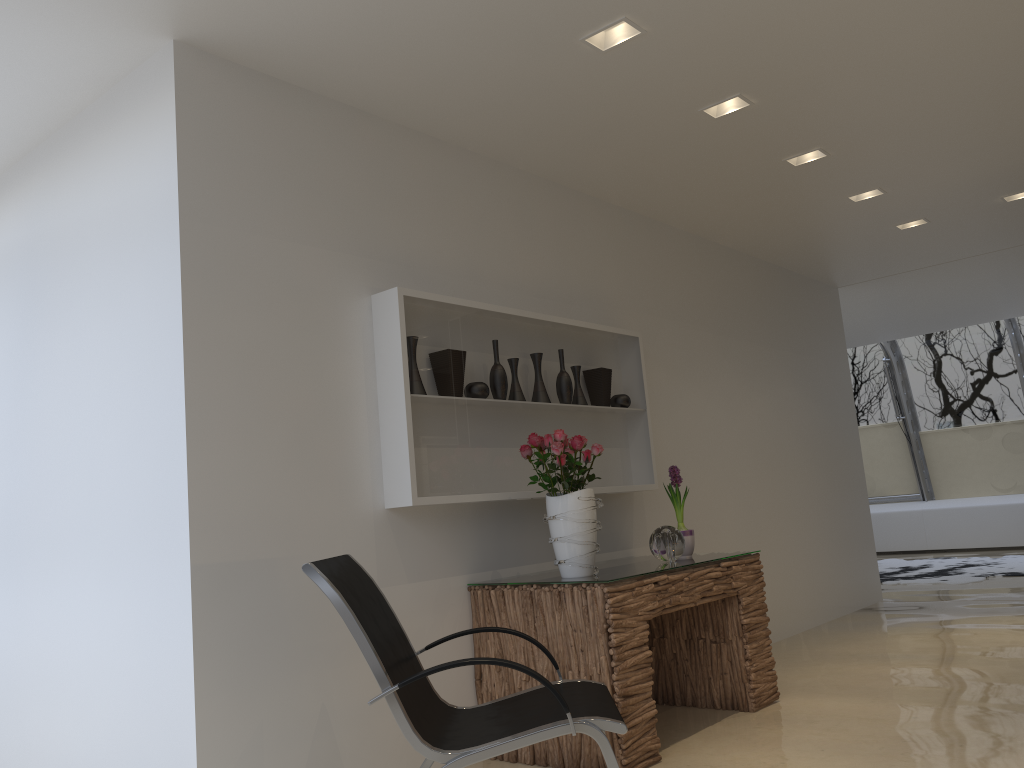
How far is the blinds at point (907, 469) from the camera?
13.1m

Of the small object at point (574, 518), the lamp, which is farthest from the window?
the small object at point (574, 518)

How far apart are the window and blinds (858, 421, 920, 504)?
0.1 meters

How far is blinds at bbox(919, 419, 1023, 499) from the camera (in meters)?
12.26

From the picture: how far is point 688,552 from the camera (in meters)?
4.51

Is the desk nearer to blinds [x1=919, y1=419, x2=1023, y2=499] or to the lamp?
the lamp

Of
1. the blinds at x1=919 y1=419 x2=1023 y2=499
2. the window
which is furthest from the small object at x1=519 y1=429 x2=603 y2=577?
the blinds at x1=919 y1=419 x2=1023 y2=499

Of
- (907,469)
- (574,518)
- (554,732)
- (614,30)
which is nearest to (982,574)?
(907,469)

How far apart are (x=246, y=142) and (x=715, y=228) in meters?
3.7 m

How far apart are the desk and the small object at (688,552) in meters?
0.1
